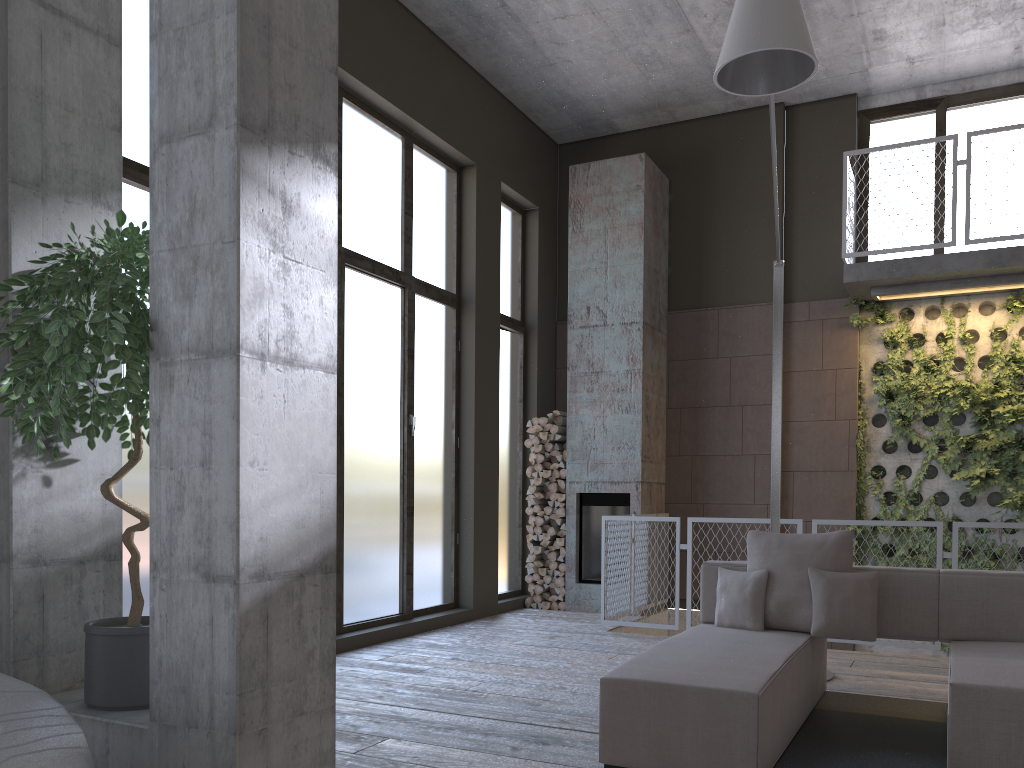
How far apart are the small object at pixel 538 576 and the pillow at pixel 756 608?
4.3m

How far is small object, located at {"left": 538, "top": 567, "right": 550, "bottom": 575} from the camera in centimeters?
891cm

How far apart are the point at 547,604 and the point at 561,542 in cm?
63

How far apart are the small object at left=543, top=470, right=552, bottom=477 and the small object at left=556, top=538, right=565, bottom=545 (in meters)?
0.68

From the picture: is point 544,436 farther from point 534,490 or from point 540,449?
point 534,490

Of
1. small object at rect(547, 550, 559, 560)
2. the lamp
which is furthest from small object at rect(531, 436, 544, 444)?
the lamp

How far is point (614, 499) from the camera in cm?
876

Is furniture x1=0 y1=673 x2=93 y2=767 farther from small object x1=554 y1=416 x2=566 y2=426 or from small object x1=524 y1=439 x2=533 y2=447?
small object x1=554 y1=416 x2=566 y2=426

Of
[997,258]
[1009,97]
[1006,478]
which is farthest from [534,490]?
[1009,97]

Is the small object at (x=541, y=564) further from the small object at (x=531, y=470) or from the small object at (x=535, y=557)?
the small object at (x=531, y=470)
